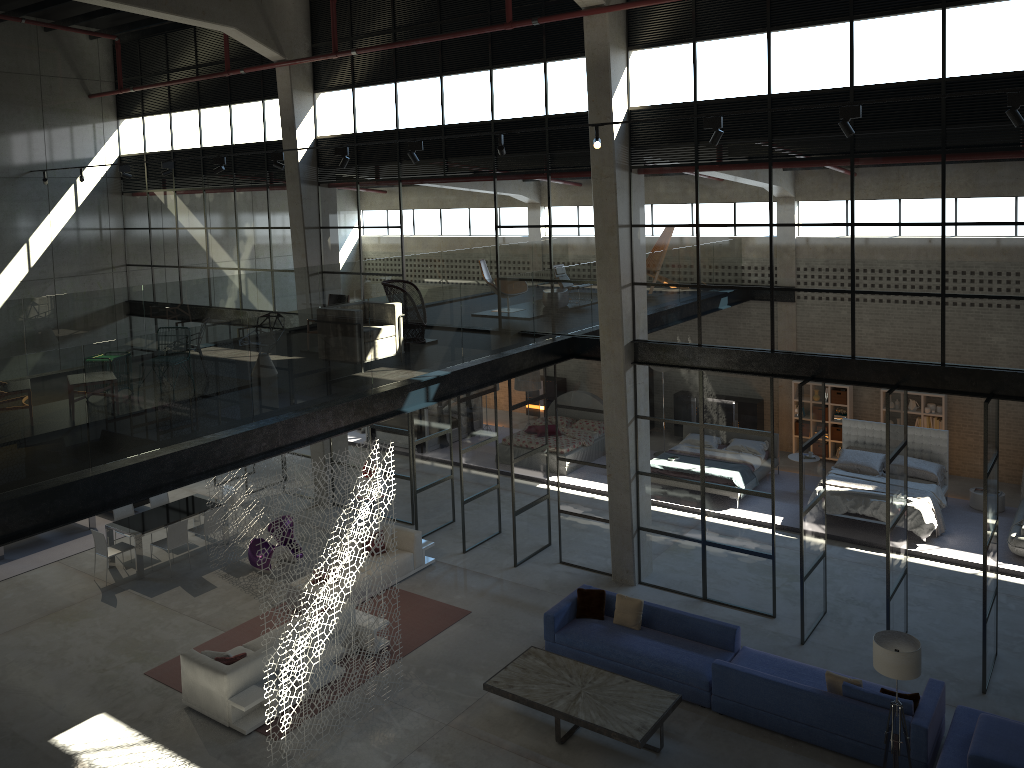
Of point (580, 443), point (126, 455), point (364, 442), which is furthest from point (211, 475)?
point (580, 443)

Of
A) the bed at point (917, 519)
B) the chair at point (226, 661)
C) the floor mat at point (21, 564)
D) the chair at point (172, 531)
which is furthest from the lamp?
the floor mat at point (21, 564)

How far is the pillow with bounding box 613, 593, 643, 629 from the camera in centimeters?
1205cm

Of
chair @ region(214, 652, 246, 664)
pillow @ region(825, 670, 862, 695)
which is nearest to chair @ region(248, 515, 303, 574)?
chair @ region(214, 652, 246, 664)

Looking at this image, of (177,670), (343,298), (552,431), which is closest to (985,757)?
(177,670)

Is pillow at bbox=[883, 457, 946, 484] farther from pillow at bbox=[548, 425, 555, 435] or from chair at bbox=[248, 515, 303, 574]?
chair at bbox=[248, 515, 303, 574]

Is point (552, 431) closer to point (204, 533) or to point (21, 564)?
point (204, 533)

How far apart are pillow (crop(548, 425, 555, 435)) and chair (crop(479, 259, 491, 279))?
4.51m

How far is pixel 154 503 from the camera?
16.45m

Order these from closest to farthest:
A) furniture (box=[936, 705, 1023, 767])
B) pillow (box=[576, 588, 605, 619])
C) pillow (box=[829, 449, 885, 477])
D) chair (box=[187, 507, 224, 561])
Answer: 1. furniture (box=[936, 705, 1023, 767])
2. pillow (box=[576, 588, 605, 619])
3. chair (box=[187, 507, 224, 561])
4. pillow (box=[829, 449, 885, 477])
